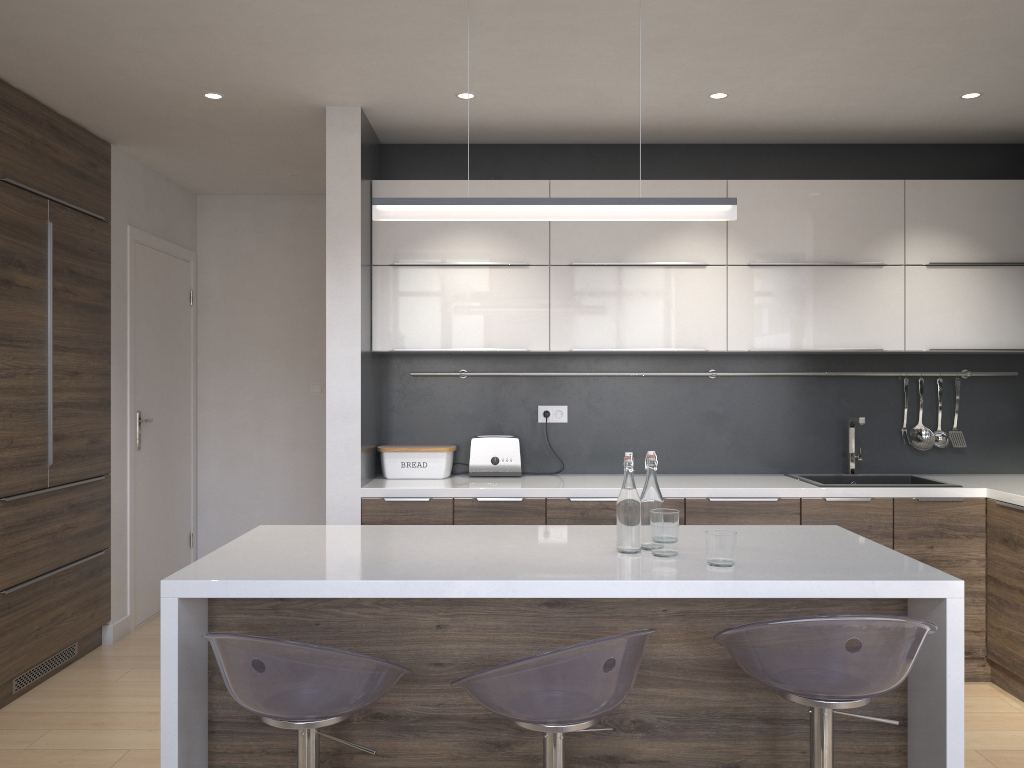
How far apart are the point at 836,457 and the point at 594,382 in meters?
1.3

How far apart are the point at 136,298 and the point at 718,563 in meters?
3.7

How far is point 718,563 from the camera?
2.2 meters

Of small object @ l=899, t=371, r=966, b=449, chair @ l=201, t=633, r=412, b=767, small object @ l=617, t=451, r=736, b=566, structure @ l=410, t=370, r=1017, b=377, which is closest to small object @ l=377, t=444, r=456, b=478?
structure @ l=410, t=370, r=1017, b=377

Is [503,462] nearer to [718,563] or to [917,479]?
[917,479]

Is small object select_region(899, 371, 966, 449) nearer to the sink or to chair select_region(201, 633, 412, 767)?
the sink

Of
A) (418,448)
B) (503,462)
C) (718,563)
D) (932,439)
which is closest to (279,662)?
(718,563)

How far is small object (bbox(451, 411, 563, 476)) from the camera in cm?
425

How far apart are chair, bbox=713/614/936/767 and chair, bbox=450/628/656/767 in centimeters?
16cm

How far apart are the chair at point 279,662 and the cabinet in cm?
10
